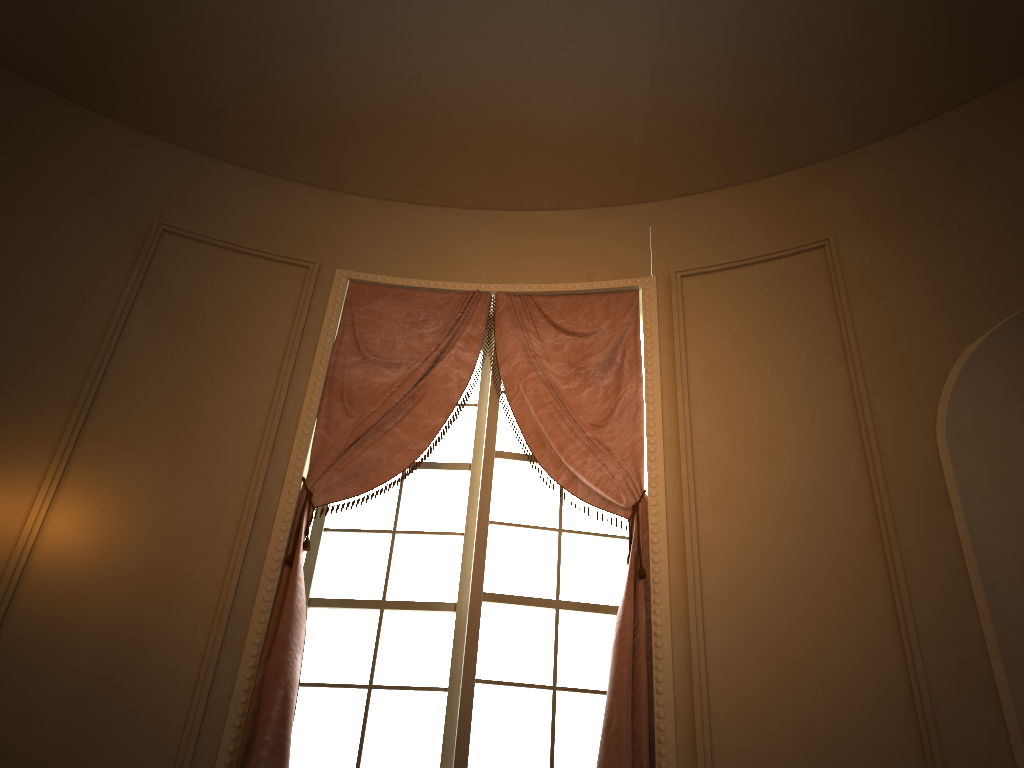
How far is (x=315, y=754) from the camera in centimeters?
303cm

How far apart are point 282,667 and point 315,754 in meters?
0.4 m

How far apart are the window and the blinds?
0.1m

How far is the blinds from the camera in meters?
2.8

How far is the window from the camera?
3.03m

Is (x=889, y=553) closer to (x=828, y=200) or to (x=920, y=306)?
(x=920, y=306)

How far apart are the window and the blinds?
0.1 meters

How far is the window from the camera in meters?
3.0

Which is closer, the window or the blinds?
the blinds
